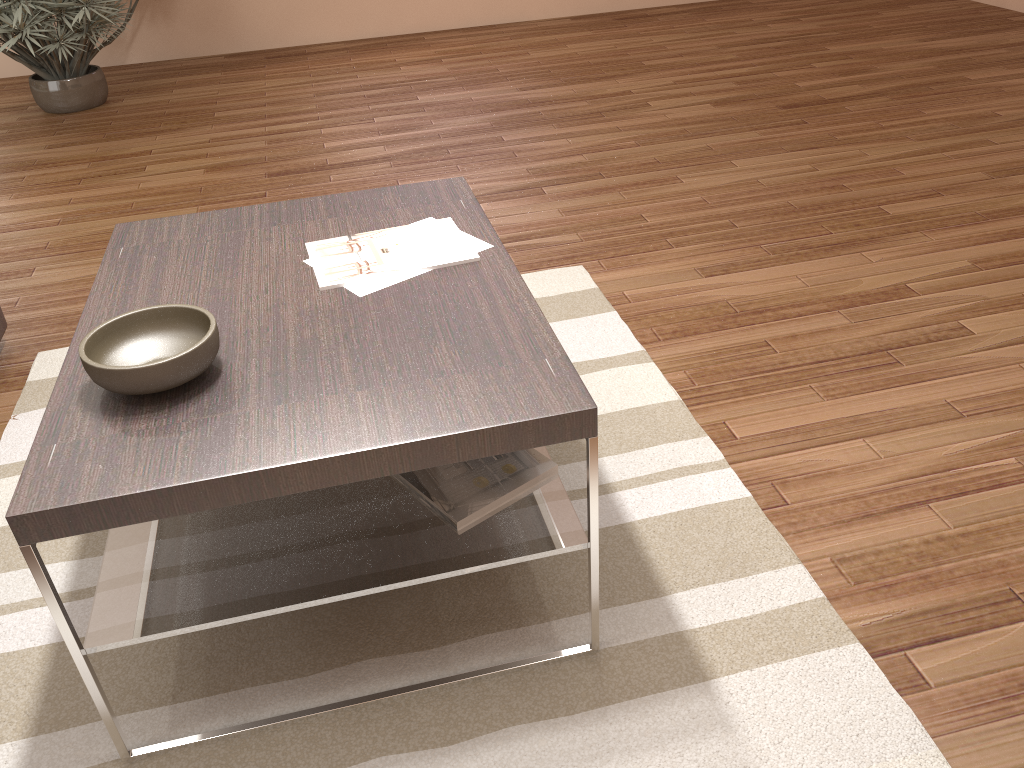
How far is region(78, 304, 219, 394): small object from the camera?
1.40m

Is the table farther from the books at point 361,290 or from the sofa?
the sofa

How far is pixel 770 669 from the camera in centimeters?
160cm

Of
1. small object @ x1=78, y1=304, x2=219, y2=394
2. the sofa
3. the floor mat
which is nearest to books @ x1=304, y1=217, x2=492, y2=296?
small object @ x1=78, y1=304, x2=219, y2=394

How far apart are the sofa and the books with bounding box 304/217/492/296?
1.6 meters

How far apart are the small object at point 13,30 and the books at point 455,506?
4.14m

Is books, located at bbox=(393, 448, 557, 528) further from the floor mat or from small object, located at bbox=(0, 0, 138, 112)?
Result: small object, located at bbox=(0, 0, 138, 112)

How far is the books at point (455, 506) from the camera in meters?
1.6 m

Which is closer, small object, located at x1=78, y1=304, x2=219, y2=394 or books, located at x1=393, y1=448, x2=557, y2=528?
small object, located at x1=78, y1=304, x2=219, y2=394

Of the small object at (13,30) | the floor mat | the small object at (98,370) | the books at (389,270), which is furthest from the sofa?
the small object at (13,30)
